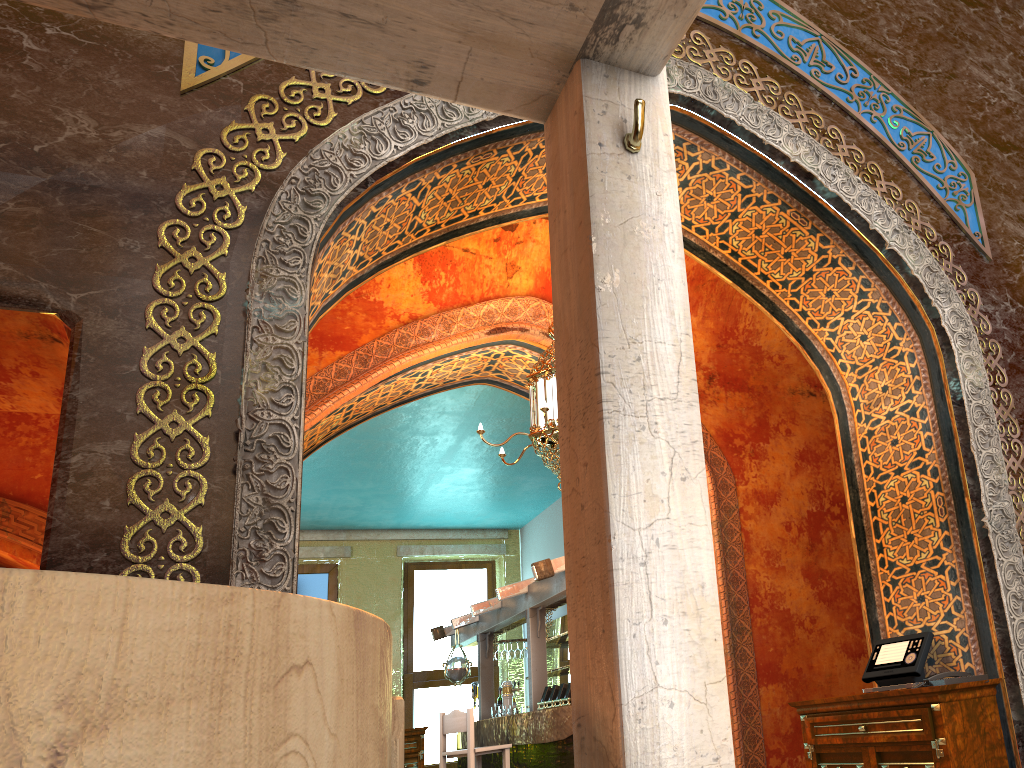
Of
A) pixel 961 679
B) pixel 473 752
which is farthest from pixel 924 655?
pixel 473 752

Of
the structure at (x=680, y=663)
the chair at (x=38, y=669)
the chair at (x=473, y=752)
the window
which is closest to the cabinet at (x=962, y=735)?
the structure at (x=680, y=663)

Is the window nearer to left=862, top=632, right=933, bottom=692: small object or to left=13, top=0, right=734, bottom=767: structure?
left=862, top=632, right=933, bottom=692: small object

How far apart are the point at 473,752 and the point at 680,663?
7.3m

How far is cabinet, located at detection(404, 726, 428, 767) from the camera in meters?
12.9

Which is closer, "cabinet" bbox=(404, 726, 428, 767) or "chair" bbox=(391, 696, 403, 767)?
"chair" bbox=(391, 696, 403, 767)

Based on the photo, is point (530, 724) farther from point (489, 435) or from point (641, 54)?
point (641, 54)

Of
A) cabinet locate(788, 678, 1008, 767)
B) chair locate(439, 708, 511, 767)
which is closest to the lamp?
cabinet locate(788, 678, 1008, 767)

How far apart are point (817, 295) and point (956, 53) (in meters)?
2.20

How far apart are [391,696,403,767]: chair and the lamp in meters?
4.3 m
